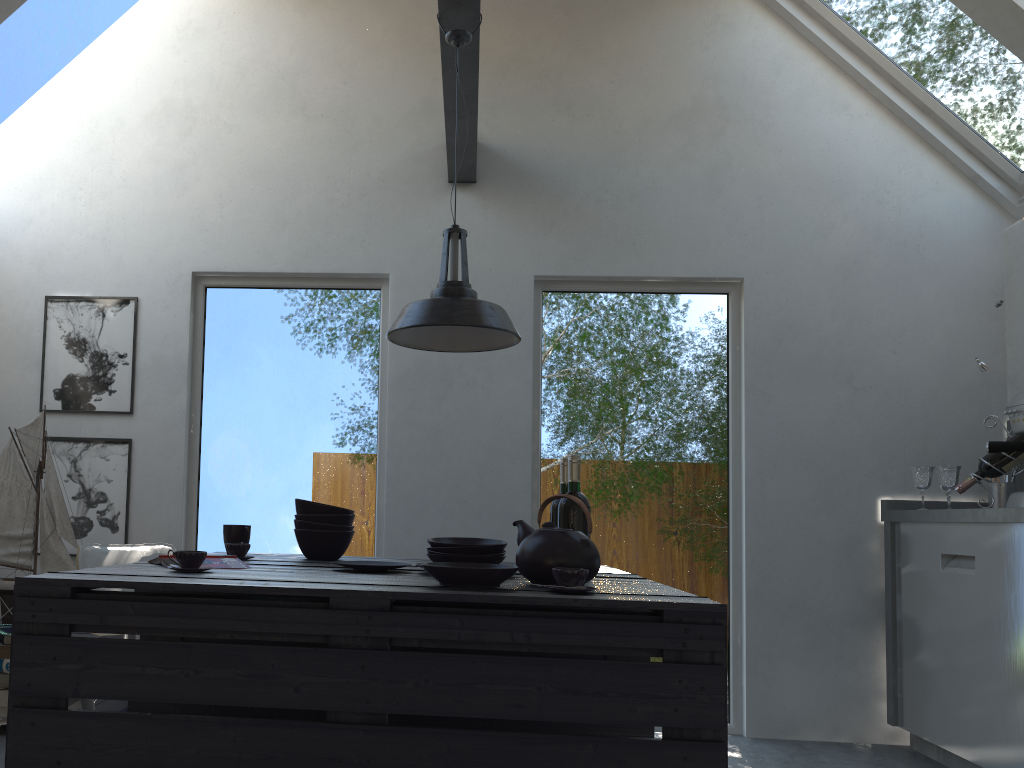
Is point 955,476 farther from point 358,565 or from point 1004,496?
point 358,565

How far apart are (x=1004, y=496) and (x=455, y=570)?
3.1 meters

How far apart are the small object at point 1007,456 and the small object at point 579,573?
2.52m

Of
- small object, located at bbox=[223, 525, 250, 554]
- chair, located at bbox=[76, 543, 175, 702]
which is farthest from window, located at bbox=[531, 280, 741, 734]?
chair, located at bbox=[76, 543, 175, 702]

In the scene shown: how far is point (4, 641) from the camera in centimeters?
206cm

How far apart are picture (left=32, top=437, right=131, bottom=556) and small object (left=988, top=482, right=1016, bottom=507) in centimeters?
394cm

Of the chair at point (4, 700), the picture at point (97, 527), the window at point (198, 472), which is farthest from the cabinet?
the picture at point (97, 527)

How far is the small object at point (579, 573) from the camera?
1.9 meters

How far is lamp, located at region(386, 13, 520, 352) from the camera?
2.6 meters

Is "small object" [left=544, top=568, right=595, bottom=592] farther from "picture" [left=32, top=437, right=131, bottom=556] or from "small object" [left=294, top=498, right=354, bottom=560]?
"picture" [left=32, top=437, right=131, bottom=556]
